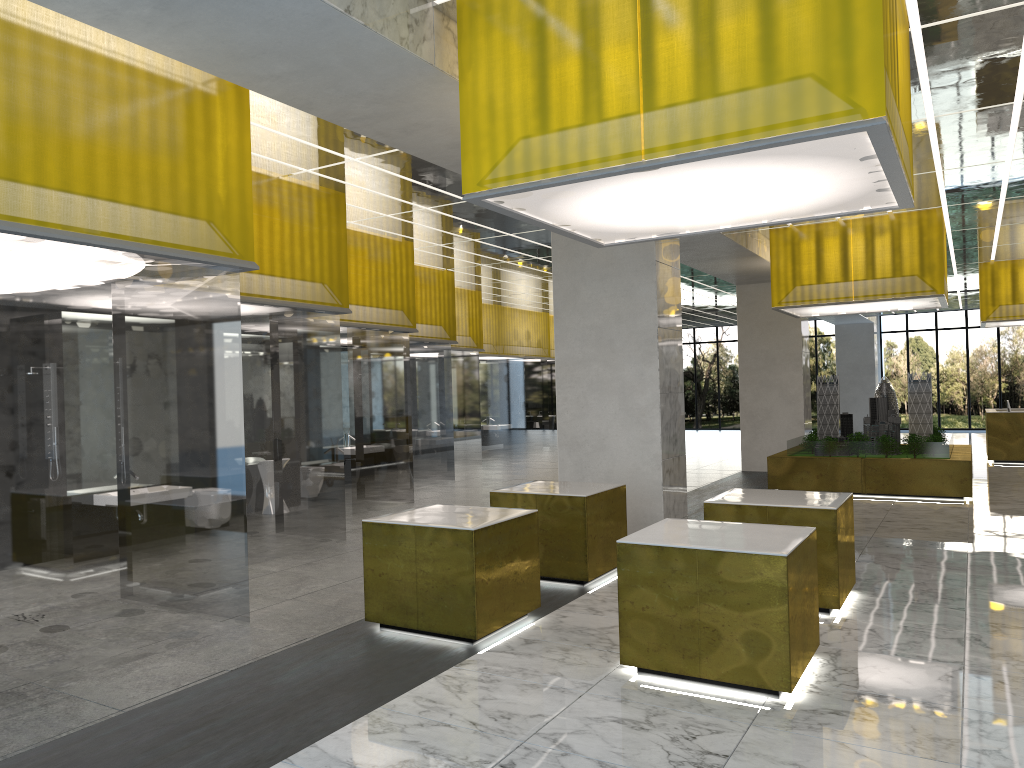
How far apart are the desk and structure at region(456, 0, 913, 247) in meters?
22.1

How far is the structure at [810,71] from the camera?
6.4m

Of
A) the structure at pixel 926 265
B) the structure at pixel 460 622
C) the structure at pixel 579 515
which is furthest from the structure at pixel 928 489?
the structure at pixel 460 622

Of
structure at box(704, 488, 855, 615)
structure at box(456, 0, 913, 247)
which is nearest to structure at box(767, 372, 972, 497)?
structure at box(704, 488, 855, 615)

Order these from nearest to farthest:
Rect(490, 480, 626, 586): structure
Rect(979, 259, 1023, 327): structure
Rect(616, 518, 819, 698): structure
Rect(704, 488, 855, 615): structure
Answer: Rect(616, 518, 819, 698): structure
Rect(704, 488, 855, 615): structure
Rect(490, 480, 626, 586): structure
Rect(979, 259, 1023, 327): structure

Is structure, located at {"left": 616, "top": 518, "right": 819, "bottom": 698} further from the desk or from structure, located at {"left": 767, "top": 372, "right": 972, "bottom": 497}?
the desk

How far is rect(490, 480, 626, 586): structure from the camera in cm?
1097

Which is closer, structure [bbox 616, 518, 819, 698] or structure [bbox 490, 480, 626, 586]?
structure [bbox 616, 518, 819, 698]

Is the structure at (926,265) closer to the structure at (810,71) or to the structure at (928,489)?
the structure at (928,489)

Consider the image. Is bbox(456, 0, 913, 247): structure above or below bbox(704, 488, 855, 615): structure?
above
